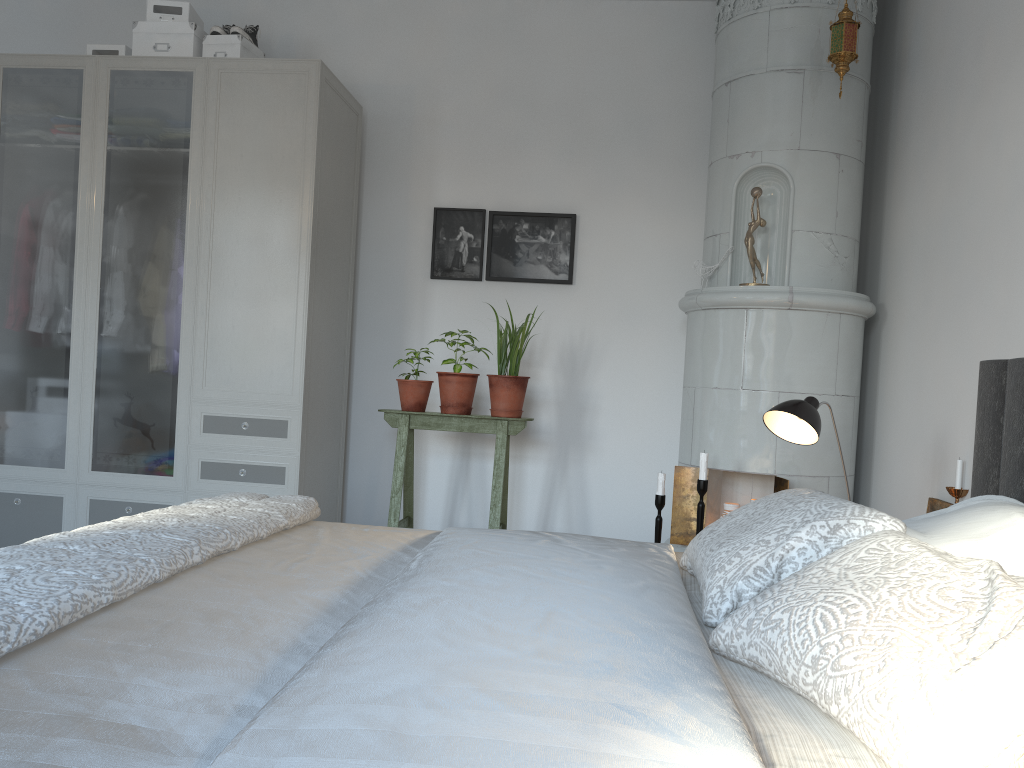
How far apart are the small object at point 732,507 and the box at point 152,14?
3.1m

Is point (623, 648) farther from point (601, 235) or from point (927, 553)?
point (601, 235)

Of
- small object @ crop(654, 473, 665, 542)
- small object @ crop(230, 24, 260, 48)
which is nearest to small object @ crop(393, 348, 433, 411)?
small object @ crop(654, 473, 665, 542)

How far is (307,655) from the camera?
Answer: 1.18m

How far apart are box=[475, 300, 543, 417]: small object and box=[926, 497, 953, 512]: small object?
1.6m

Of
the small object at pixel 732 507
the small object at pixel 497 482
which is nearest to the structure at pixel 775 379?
the small object at pixel 732 507

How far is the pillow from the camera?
0.9m

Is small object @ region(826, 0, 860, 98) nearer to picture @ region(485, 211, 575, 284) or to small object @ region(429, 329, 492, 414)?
picture @ region(485, 211, 575, 284)

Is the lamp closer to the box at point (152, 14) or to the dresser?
the dresser

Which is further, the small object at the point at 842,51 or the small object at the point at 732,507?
the small object at the point at 732,507
